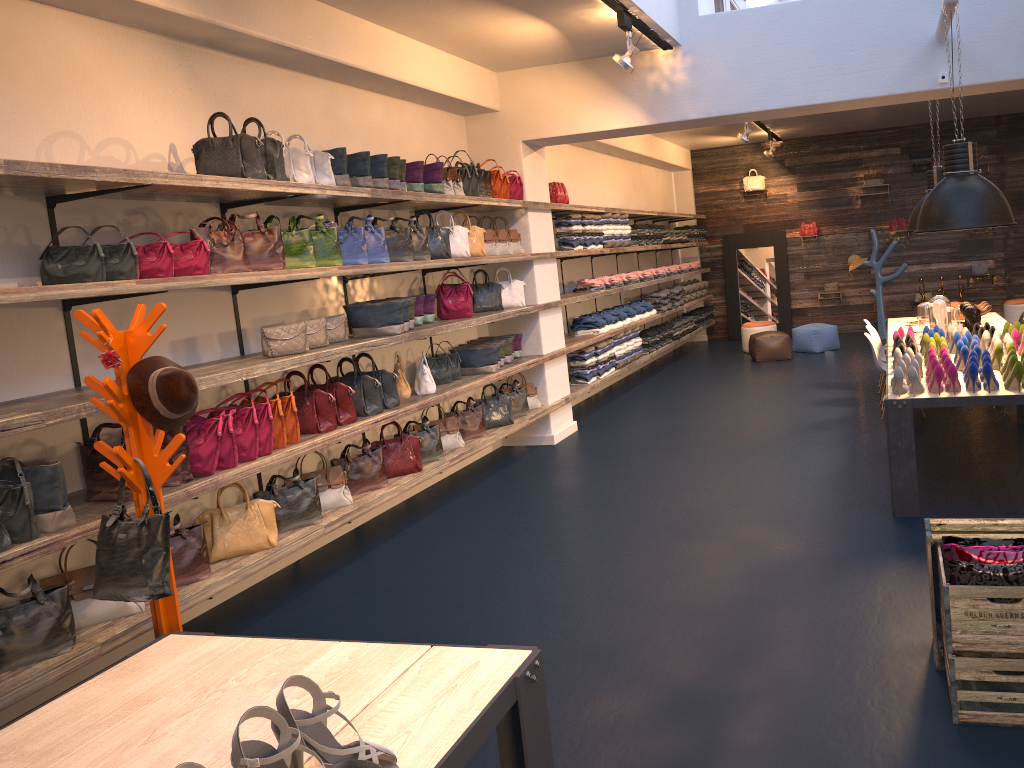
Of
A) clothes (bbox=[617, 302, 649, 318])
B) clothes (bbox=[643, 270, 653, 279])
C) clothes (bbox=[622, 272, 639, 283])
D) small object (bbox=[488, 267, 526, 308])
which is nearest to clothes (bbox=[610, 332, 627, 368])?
clothes (bbox=[617, 302, 649, 318])

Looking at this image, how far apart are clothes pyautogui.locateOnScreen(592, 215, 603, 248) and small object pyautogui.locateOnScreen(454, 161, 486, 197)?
2.7m

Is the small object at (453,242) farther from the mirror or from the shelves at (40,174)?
the mirror

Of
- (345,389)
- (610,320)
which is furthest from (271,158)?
(610,320)

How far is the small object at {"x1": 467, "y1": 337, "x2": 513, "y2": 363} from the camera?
7.9m

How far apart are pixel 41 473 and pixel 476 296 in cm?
453

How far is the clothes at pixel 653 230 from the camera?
11.9 meters

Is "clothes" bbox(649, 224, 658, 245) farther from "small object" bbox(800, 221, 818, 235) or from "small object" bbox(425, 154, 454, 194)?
"small object" bbox(425, 154, 454, 194)

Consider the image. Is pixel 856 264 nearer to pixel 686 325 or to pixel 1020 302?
pixel 1020 302

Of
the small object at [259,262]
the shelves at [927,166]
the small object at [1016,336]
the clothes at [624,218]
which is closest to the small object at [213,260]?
the small object at [259,262]
